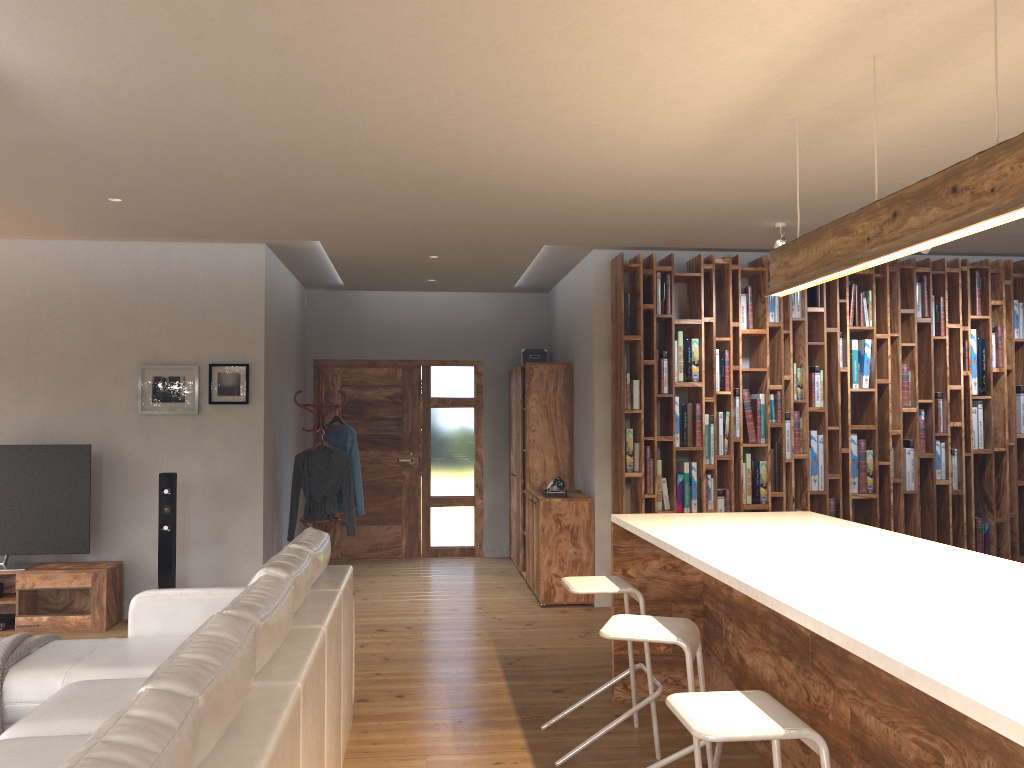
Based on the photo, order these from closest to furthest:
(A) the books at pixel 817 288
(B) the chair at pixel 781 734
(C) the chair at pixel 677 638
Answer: (B) the chair at pixel 781 734, (C) the chair at pixel 677 638, (A) the books at pixel 817 288

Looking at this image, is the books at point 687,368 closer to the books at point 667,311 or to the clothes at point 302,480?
the books at point 667,311

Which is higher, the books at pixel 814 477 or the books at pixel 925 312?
the books at pixel 925 312

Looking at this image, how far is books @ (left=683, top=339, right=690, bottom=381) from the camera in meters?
6.7 m

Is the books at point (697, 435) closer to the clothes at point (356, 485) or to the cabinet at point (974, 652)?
the cabinet at point (974, 652)

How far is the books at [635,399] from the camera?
6.6 meters

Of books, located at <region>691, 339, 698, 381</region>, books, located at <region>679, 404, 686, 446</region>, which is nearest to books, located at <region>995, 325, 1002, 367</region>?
books, located at <region>691, 339, 698, 381</region>

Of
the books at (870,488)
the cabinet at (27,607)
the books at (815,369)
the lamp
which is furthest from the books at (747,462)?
the cabinet at (27,607)

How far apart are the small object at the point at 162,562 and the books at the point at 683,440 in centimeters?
371cm

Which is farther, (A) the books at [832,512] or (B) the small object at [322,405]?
(B) the small object at [322,405]
